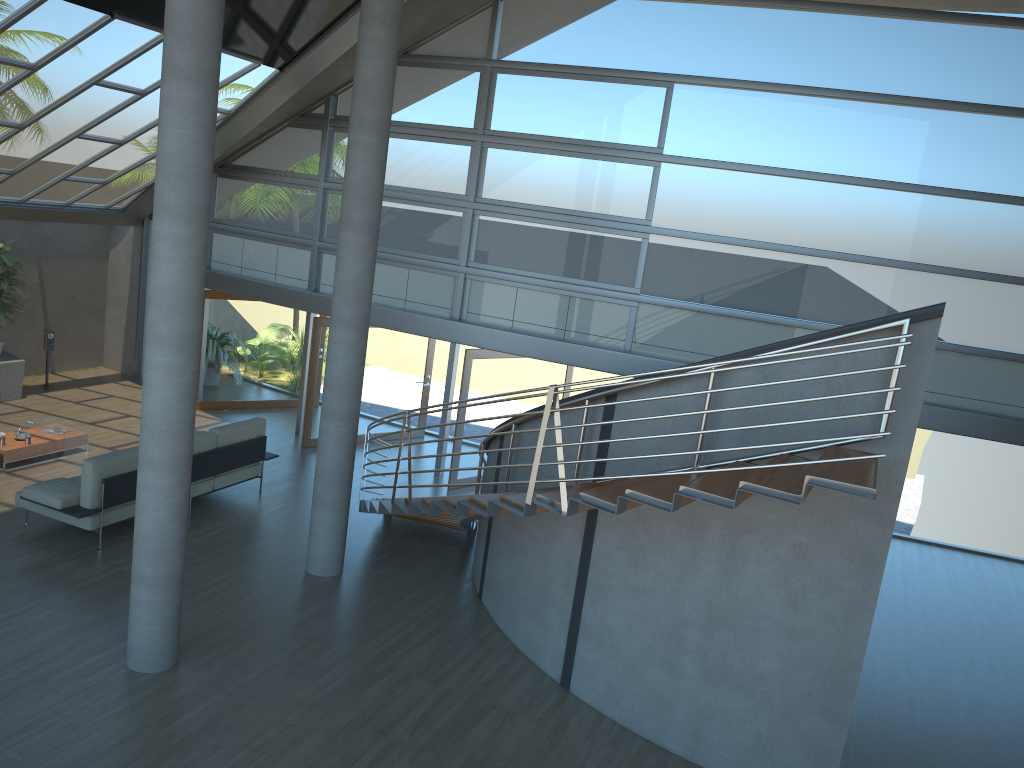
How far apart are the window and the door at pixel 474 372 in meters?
0.4 m

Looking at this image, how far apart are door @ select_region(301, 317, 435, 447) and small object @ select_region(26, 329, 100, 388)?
4.72m

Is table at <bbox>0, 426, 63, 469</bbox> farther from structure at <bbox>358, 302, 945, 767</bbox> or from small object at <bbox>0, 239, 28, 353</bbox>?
structure at <bbox>358, 302, 945, 767</bbox>

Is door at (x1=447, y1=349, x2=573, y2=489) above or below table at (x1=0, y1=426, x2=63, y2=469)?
above

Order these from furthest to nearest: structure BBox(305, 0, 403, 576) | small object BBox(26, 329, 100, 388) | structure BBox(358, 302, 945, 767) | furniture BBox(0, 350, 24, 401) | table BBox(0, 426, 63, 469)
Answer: small object BBox(26, 329, 100, 388), furniture BBox(0, 350, 24, 401), table BBox(0, 426, 63, 469), structure BBox(305, 0, 403, 576), structure BBox(358, 302, 945, 767)

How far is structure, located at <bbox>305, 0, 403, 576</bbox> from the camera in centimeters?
802cm

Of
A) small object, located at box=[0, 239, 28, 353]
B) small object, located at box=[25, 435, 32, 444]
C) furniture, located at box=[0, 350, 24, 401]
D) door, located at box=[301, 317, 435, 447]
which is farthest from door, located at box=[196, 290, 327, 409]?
small object, located at box=[25, 435, 32, 444]

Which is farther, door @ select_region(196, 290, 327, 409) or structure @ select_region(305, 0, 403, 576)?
door @ select_region(196, 290, 327, 409)

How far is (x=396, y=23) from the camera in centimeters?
802cm

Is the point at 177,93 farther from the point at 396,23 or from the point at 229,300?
the point at 229,300
